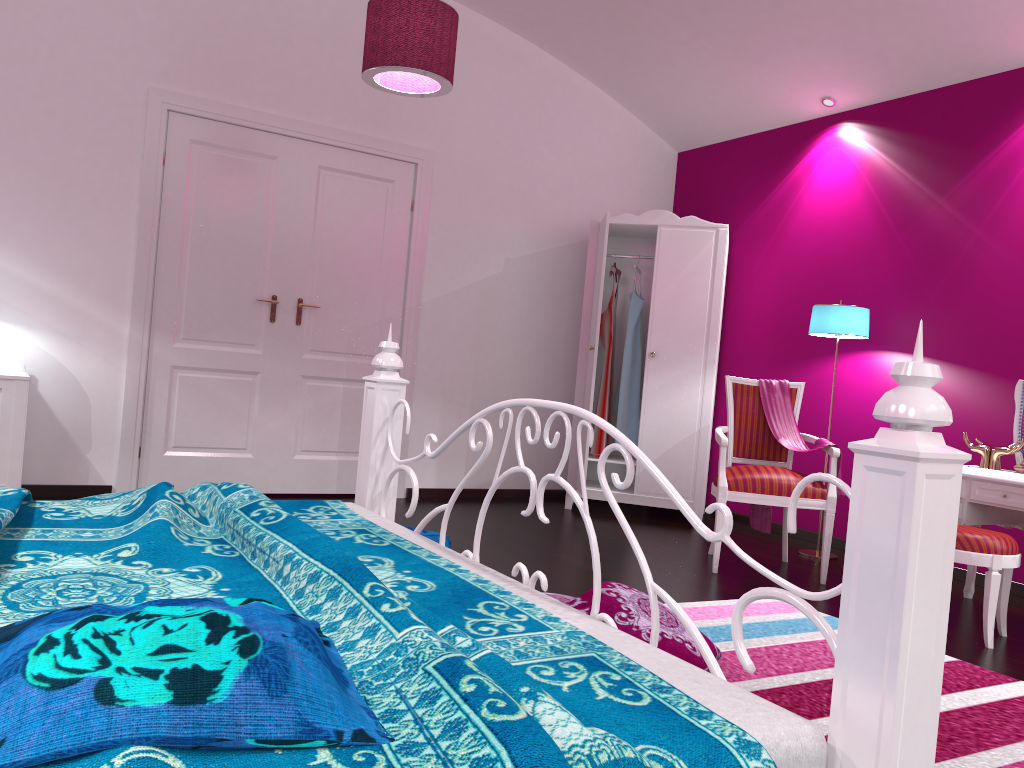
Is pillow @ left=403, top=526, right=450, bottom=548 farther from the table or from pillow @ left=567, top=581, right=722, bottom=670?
the table

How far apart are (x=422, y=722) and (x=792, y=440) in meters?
3.7 m

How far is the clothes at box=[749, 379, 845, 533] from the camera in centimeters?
428cm

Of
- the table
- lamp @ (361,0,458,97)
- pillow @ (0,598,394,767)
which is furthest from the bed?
the table

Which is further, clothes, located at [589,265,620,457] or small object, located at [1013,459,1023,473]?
clothes, located at [589,265,620,457]

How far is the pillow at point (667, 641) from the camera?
2.4m

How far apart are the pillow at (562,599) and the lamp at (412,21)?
2.11m

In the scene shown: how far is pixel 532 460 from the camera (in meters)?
5.89

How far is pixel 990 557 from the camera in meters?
3.1

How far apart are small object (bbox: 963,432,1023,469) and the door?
3.1m
